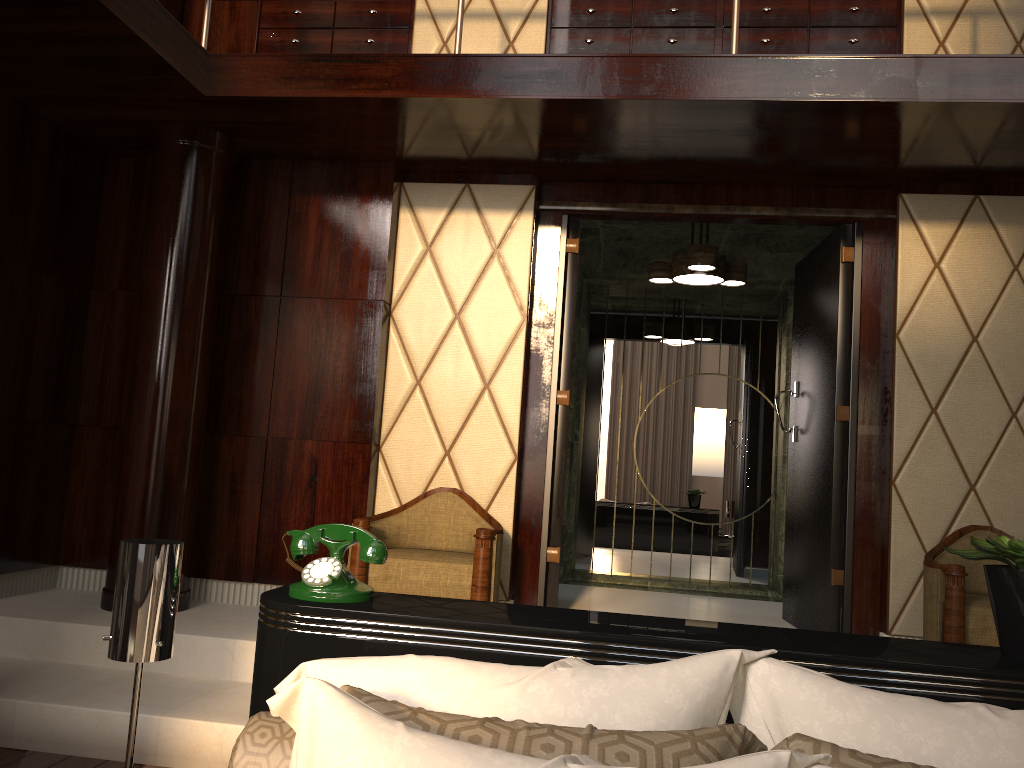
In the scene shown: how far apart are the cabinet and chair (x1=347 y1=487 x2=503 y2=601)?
2.0m

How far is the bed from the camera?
1.4 meters

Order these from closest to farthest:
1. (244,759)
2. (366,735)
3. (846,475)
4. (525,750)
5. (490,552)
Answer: (366,735) → (525,750) → (244,759) → (490,552) → (846,475)

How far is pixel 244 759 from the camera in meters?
1.3 m

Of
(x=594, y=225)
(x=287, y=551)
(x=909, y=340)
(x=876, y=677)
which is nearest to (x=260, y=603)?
(x=287, y=551)

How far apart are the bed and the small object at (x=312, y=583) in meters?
0.0 m

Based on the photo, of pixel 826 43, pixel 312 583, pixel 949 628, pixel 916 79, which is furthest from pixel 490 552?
pixel 826 43

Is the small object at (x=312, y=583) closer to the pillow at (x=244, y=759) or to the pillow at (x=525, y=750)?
the pillow at (x=244, y=759)

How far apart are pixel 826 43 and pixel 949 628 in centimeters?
242cm

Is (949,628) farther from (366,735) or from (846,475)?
(366,735)
